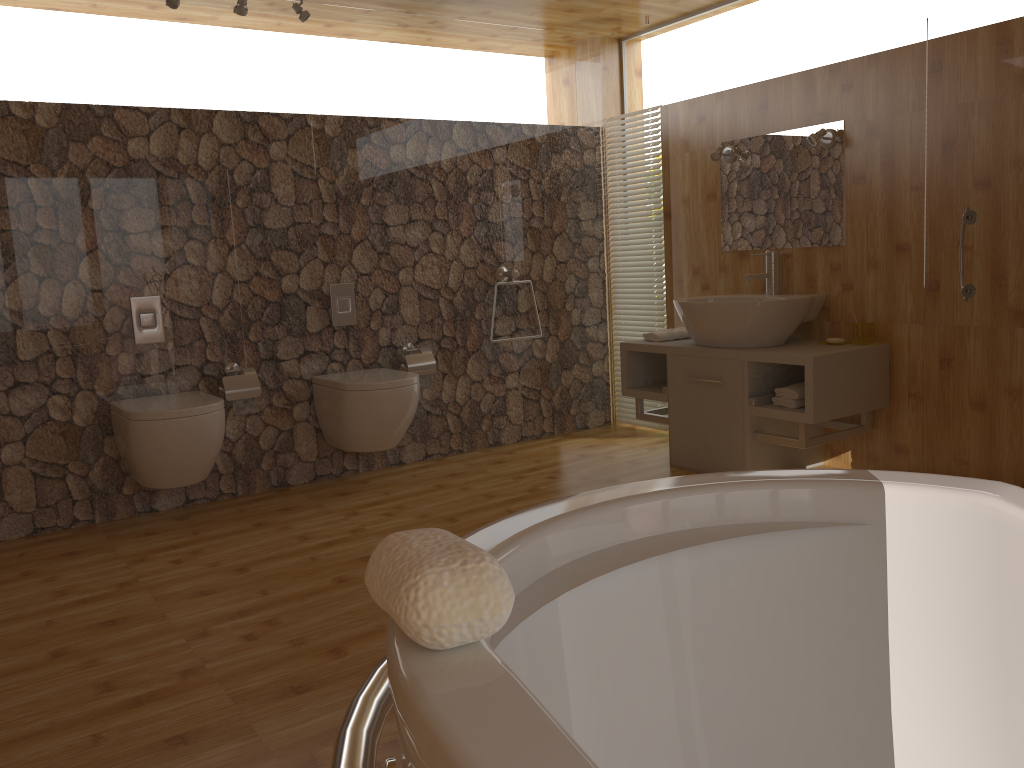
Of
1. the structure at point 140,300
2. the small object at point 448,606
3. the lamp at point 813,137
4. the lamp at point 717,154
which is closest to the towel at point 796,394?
the lamp at point 813,137

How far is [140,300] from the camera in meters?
3.7 m

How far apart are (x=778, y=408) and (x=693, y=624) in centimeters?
259cm

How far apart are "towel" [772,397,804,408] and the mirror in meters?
0.8

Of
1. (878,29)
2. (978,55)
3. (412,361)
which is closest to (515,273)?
(412,361)

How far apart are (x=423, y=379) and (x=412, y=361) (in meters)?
0.11

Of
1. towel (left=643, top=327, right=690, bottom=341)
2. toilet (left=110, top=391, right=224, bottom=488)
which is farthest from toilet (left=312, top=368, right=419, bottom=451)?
towel (left=643, top=327, right=690, bottom=341)

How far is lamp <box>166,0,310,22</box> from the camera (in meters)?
3.60

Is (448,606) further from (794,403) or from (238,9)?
(238,9)

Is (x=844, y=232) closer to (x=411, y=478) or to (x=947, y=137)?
(x=947, y=137)
